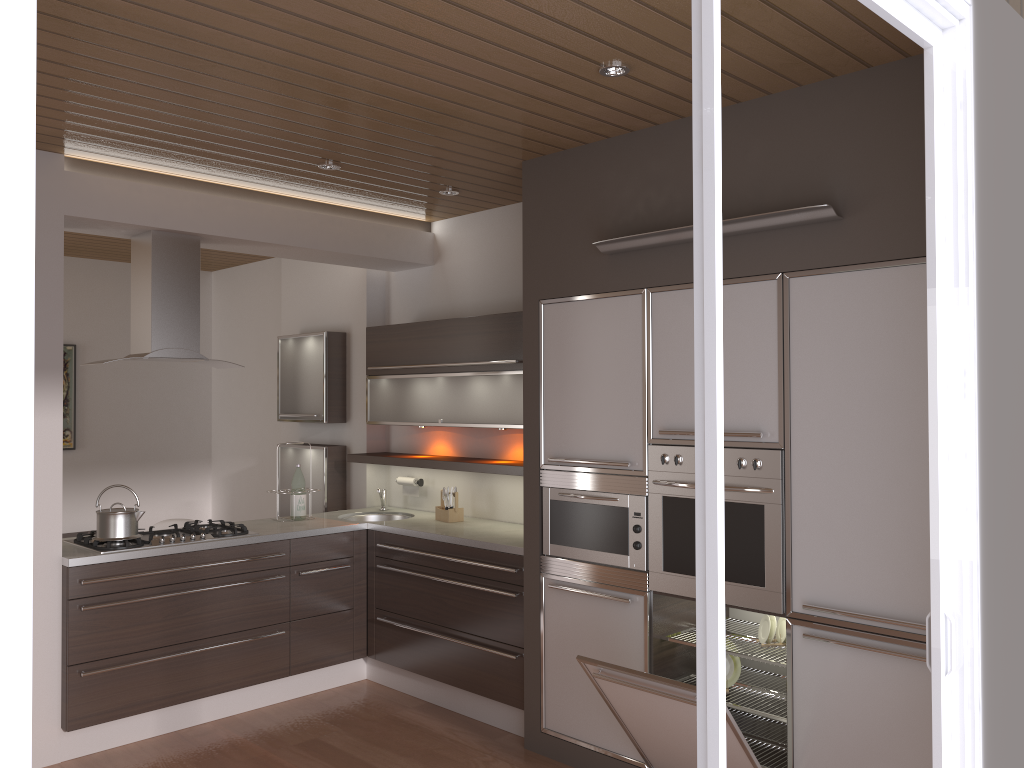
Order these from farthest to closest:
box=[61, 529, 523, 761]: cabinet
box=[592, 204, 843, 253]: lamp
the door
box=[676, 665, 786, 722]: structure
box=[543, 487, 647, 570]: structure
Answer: box=[61, 529, 523, 761]: cabinet → box=[543, 487, 647, 570]: structure → box=[676, 665, 786, 722]: structure → box=[592, 204, 843, 253]: lamp → the door

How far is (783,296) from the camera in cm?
Answer: 318

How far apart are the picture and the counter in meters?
2.6

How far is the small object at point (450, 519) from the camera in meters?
5.0

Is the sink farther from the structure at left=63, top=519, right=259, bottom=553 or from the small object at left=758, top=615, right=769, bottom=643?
the small object at left=758, top=615, right=769, bottom=643

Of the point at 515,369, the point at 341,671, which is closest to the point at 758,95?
the point at 515,369

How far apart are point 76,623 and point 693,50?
3.7m

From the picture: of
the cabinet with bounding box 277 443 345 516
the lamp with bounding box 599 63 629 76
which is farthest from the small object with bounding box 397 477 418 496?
the lamp with bounding box 599 63 629 76

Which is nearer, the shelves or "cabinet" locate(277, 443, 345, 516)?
the shelves

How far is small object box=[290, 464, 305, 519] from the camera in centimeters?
509cm
